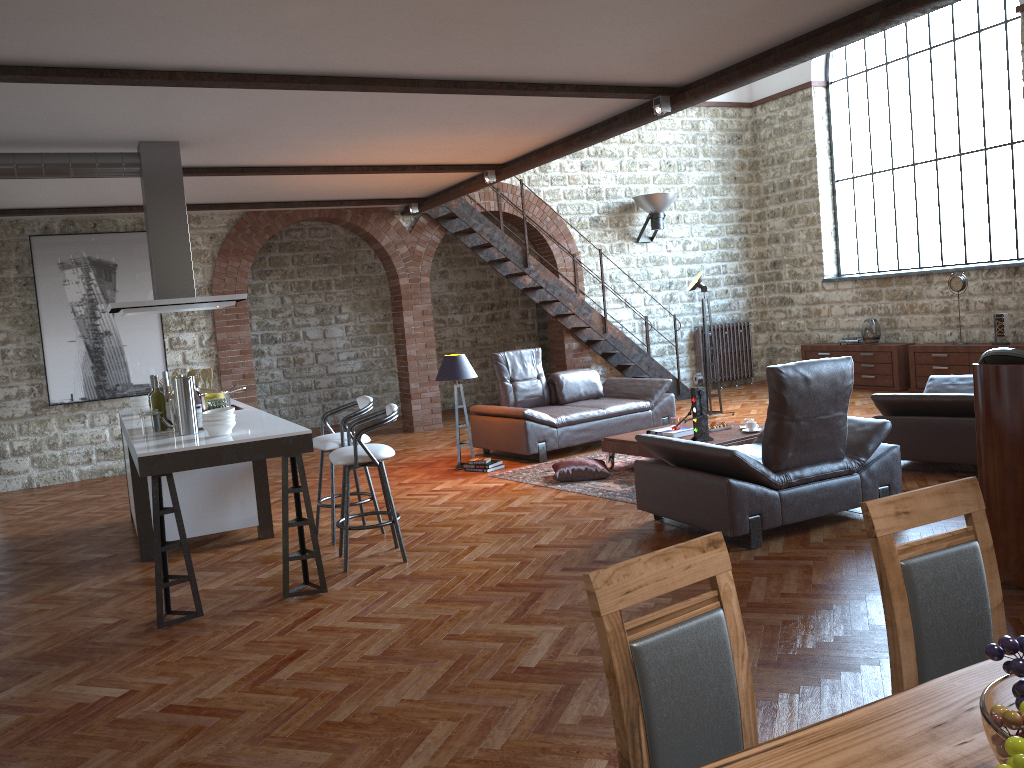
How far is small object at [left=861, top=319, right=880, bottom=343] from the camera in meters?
11.7

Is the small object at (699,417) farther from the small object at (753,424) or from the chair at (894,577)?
the chair at (894,577)

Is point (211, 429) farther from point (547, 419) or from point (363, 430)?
point (547, 419)

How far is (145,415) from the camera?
5.3m

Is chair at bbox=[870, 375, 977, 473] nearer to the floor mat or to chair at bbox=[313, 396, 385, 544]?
the floor mat

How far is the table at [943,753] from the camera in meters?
1.4 m

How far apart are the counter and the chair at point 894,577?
3.45m

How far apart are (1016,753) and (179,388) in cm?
486

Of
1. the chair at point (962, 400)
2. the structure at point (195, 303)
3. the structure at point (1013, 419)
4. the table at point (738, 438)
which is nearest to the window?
the chair at point (962, 400)

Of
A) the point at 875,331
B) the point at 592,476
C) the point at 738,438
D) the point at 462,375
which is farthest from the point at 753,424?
the point at 875,331
